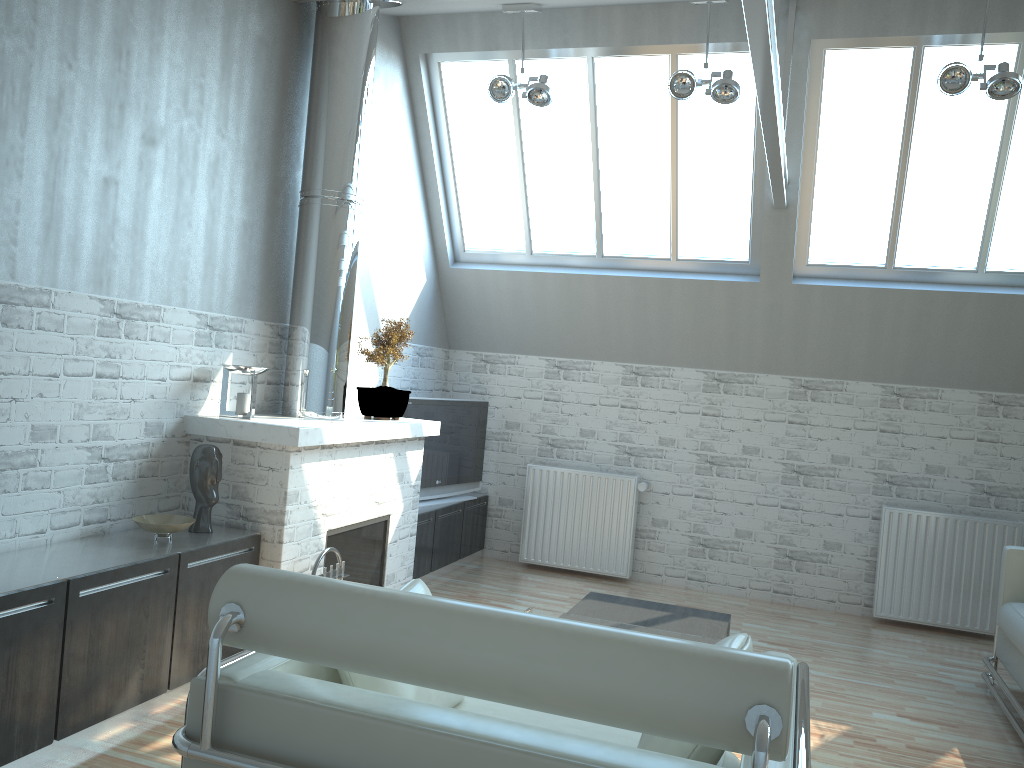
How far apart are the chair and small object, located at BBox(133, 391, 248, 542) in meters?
3.2

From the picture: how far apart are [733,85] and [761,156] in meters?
1.9 m

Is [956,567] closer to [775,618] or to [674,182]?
[775,618]

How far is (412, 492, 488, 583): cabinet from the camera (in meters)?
11.97

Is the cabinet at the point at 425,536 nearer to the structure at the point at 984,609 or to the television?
the television

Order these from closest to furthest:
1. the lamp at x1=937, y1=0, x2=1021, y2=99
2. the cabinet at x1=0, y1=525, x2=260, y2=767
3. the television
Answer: the cabinet at x1=0, y1=525, x2=260, y2=767 < the lamp at x1=937, y1=0, x2=1021, y2=99 < the television

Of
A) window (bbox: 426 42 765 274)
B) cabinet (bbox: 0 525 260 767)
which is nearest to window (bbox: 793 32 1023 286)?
window (bbox: 426 42 765 274)

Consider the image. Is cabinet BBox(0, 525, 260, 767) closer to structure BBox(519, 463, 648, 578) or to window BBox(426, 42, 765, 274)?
structure BBox(519, 463, 648, 578)

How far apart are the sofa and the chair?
4.8 meters

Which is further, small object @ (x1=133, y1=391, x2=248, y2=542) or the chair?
small object @ (x1=133, y1=391, x2=248, y2=542)
